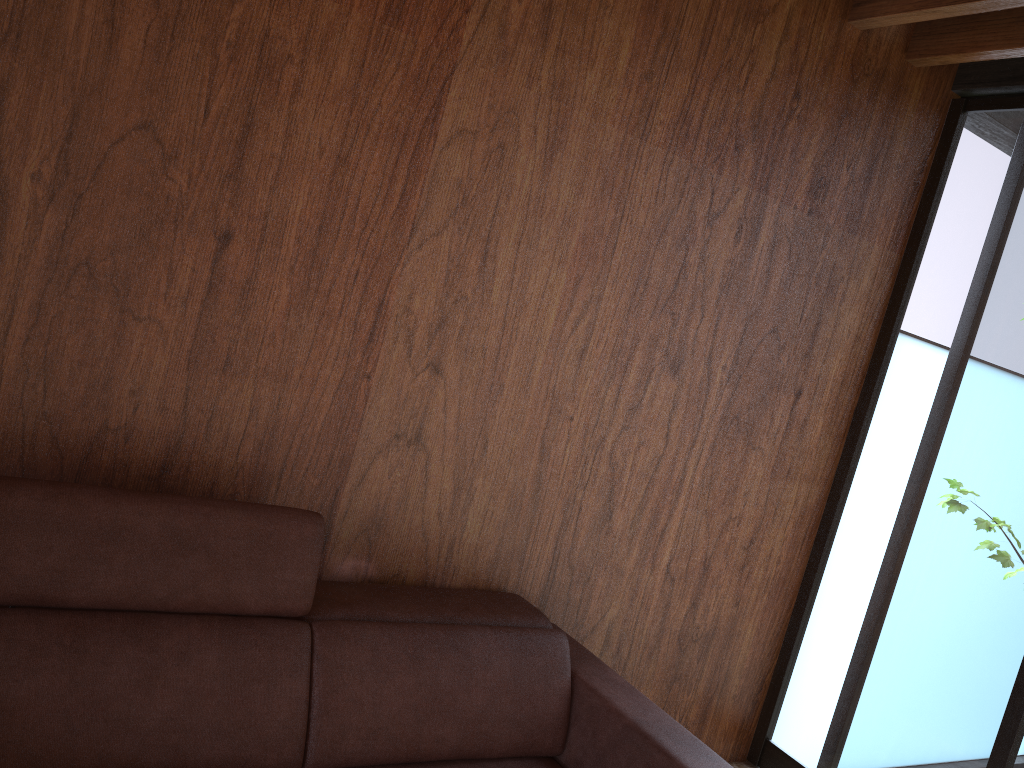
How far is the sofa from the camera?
1.5 meters

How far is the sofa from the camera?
1.49m

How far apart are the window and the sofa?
1.0m

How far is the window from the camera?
2.4m

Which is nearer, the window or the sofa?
the sofa

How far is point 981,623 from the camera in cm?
244

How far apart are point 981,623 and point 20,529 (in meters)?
2.36

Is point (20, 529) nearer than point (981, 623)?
Yes

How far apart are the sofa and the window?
1.0 meters

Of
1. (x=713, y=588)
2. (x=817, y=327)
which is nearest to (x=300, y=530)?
(x=713, y=588)
